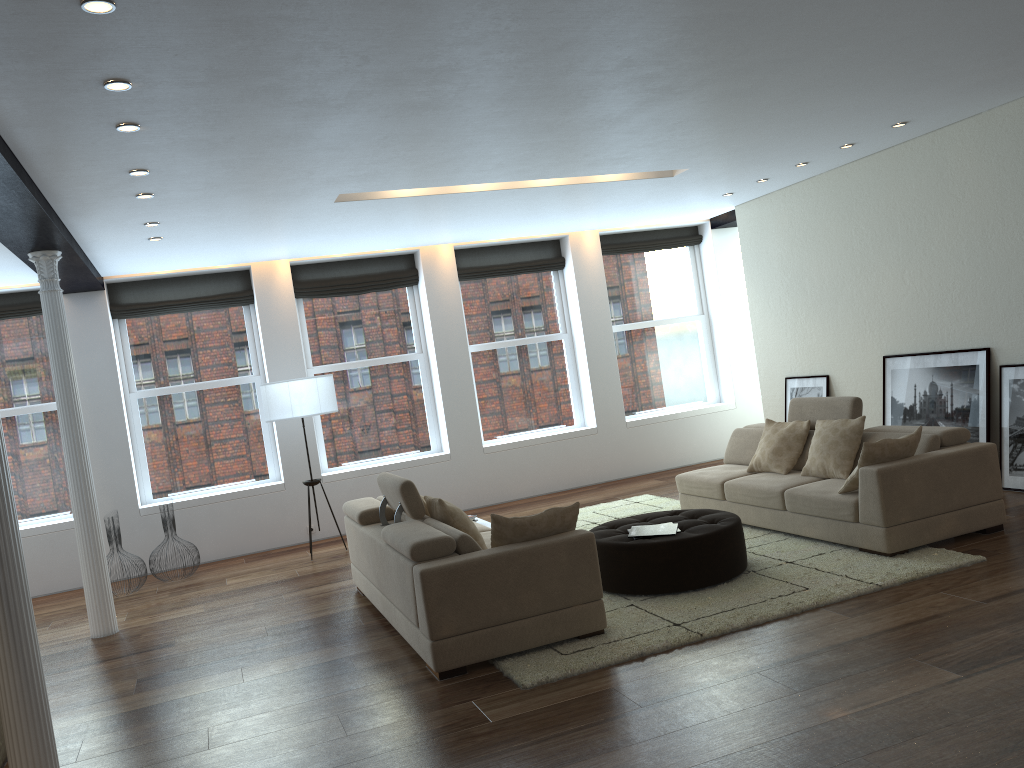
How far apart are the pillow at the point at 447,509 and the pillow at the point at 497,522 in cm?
54

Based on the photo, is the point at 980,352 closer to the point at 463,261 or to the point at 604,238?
the point at 604,238

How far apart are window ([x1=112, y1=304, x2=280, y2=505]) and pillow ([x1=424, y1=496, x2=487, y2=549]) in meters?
4.5

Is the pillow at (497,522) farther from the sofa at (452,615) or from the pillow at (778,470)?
the pillow at (778,470)

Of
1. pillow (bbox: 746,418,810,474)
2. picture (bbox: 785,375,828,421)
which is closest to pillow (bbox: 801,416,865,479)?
pillow (bbox: 746,418,810,474)

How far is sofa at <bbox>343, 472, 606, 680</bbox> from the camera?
4.6m

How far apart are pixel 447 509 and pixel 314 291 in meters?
5.0 m

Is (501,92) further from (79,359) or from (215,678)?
(79,359)

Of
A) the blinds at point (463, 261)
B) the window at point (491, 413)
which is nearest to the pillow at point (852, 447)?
the window at point (491, 413)

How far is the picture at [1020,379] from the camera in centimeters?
698cm
